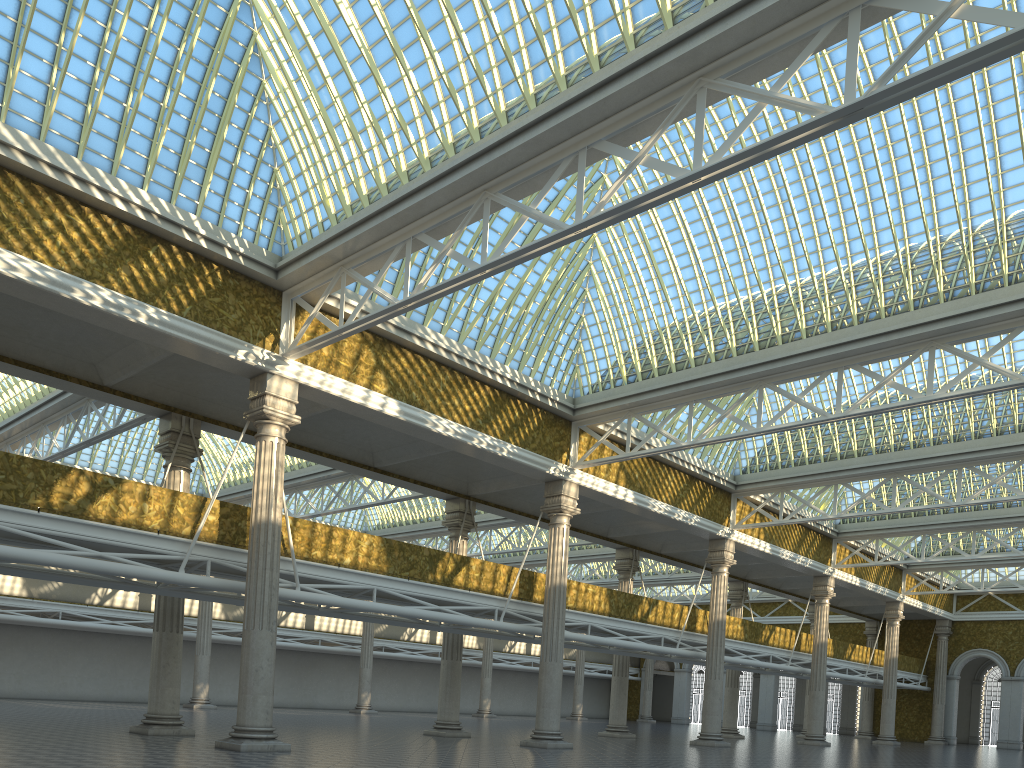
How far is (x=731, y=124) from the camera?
23.0 meters

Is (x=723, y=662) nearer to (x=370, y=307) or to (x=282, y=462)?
(x=370, y=307)
